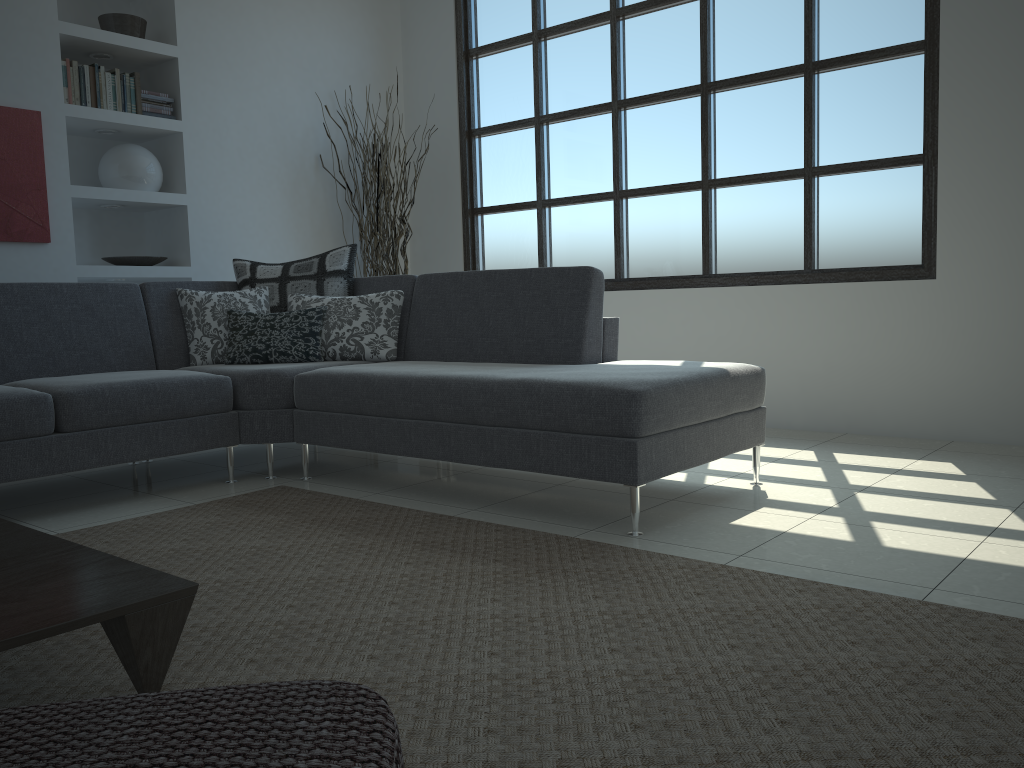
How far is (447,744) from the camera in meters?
1.5

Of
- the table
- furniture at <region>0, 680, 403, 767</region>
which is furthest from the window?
furniture at <region>0, 680, 403, 767</region>

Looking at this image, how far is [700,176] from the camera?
5.0 meters

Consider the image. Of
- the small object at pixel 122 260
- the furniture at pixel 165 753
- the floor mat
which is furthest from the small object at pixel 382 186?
the furniture at pixel 165 753

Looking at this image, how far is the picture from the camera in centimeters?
434cm

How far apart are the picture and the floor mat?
2.06m

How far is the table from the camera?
1.5m

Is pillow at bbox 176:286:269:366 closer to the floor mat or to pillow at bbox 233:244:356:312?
pillow at bbox 233:244:356:312

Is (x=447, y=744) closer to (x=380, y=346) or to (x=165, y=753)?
(x=165, y=753)

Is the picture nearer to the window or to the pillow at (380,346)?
the pillow at (380,346)
